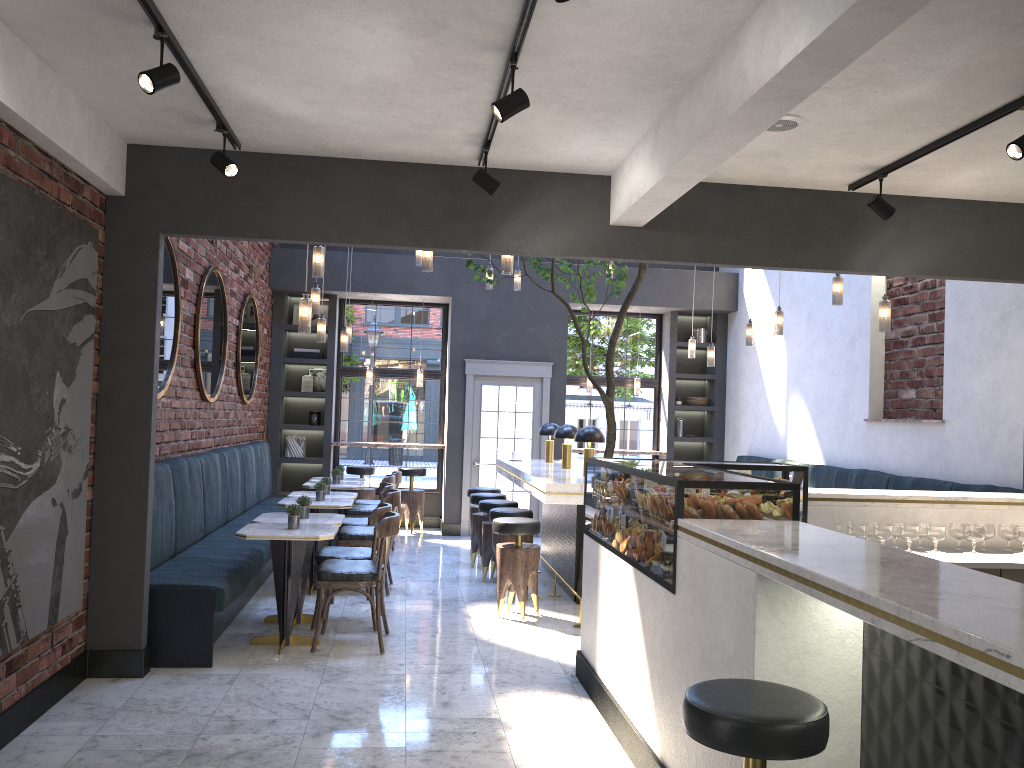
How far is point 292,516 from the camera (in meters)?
5.71

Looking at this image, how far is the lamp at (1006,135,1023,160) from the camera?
3.8 meters

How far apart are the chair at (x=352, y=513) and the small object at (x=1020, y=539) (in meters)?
5.91

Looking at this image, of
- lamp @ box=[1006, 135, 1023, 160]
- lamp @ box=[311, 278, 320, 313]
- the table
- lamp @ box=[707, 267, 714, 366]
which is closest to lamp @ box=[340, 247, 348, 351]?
the table

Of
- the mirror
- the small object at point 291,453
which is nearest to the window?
the small object at point 291,453

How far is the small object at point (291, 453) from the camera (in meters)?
11.29

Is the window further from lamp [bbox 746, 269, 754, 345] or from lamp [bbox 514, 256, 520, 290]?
A: lamp [bbox 746, 269, 754, 345]

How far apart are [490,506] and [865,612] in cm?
608

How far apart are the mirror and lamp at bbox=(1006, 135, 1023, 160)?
5.1m

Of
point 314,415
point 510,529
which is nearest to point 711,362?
point 510,529
